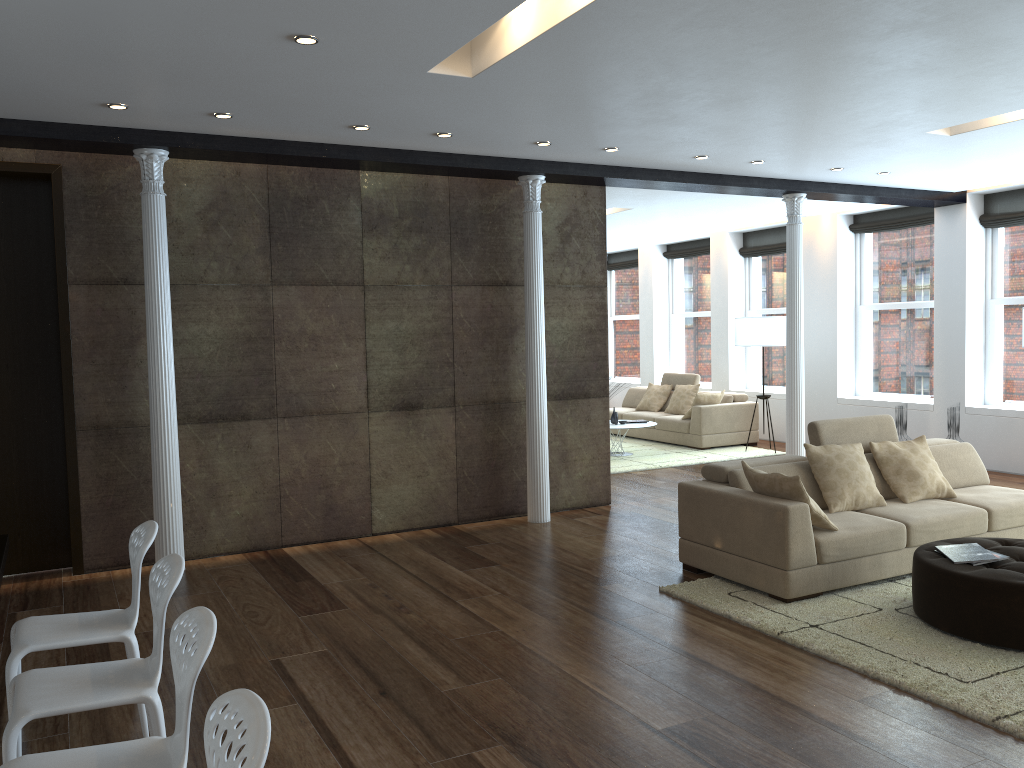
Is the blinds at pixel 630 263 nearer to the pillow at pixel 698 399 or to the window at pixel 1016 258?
the pillow at pixel 698 399

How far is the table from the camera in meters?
3.7 m

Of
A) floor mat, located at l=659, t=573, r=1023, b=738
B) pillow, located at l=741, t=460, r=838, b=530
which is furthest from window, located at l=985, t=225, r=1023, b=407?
pillow, located at l=741, t=460, r=838, b=530

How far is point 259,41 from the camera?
4.2 meters

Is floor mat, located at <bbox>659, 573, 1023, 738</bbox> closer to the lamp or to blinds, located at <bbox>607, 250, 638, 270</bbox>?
the lamp

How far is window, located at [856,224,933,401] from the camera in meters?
10.6 m

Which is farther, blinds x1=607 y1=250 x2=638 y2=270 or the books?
blinds x1=607 y1=250 x2=638 y2=270

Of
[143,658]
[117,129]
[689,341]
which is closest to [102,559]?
[143,658]

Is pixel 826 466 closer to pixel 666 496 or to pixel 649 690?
pixel 649 690

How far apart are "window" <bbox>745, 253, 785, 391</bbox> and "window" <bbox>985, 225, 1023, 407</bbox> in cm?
309
